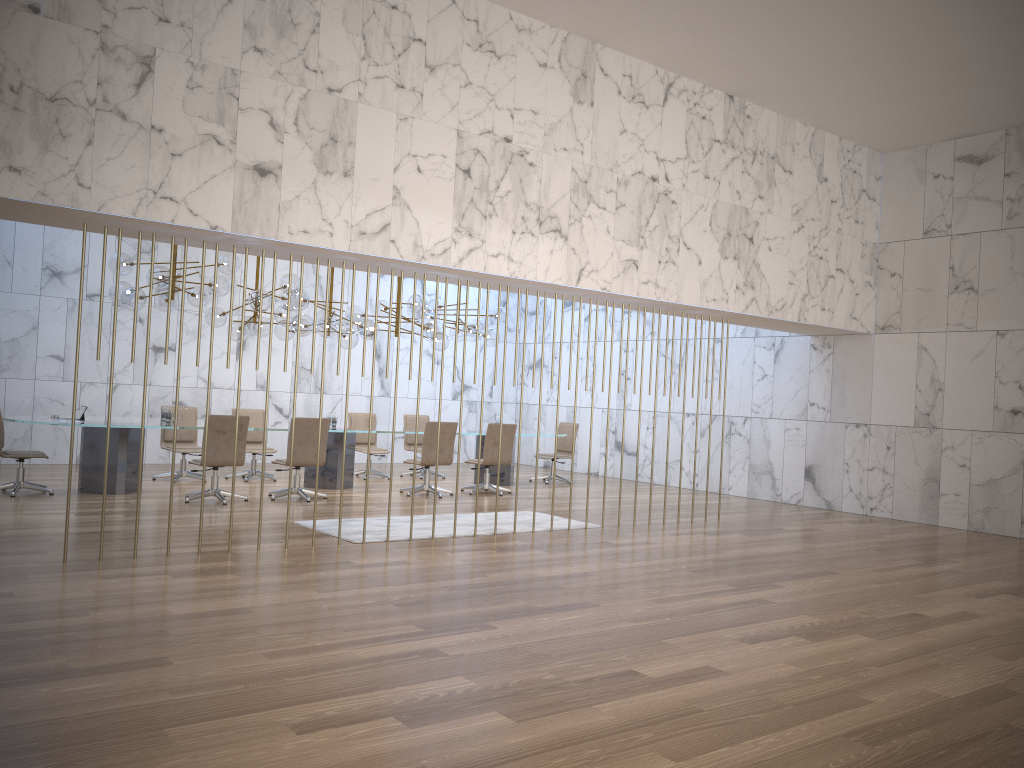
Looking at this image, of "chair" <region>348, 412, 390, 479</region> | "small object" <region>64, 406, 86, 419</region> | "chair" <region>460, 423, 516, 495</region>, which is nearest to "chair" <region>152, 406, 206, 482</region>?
"small object" <region>64, 406, 86, 419</region>

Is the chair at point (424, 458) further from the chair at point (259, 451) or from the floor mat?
the chair at point (259, 451)

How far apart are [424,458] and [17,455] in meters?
4.7

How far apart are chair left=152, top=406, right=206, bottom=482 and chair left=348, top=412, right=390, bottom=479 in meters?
2.4 m

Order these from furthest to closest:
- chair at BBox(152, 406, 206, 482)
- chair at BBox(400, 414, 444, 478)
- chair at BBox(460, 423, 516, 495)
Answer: chair at BBox(400, 414, 444, 478) → chair at BBox(460, 423, 516, 495) → chair at BBox(152, 406, 206, 482)

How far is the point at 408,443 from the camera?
14.4m

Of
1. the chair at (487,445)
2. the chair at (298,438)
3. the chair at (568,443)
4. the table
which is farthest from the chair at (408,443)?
the chair at (298,438)

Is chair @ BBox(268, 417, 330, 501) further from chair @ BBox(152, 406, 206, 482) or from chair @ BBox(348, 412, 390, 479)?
chair @ BBox(348, 412, 390, 479)

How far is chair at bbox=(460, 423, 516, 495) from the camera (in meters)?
12.16

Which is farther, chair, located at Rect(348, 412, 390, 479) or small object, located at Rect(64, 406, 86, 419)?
chair, located at Rect(348, 412, 390, 479)
